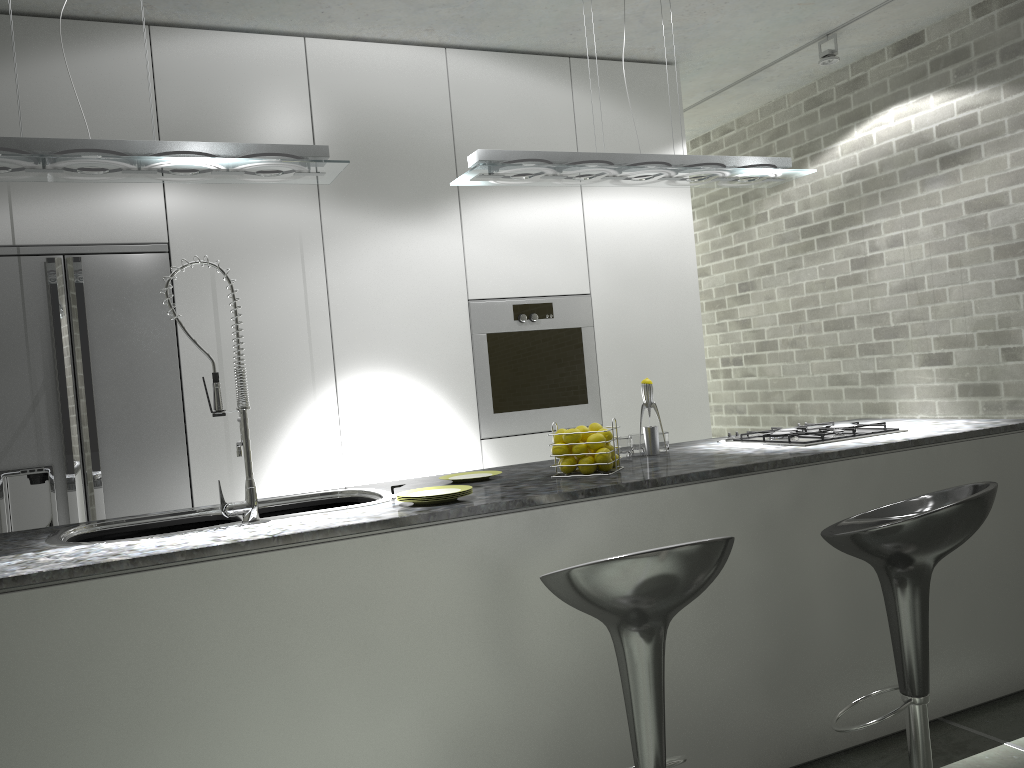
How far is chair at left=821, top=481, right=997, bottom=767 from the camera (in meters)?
2.16

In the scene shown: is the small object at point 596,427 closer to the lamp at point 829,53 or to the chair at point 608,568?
the chair at point 608,568

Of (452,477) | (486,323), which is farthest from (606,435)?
(486,323)

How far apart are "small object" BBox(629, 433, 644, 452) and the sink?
1.1m

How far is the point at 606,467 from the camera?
2.8 meters

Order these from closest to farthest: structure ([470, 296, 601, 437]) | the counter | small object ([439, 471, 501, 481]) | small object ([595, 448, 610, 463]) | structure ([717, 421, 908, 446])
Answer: the counter, small object ([595, 448, 610, 463]), small object ([439, 471, 501, 481]), structure ([717, 421, 908, 446]), structure ([470, 296, 601, 437])

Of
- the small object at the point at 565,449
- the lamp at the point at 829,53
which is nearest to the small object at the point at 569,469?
the small object at the point at 565,449

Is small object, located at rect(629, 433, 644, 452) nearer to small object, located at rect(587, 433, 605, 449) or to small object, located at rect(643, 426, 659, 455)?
small object, located at rect(643, 426, 659, 455)

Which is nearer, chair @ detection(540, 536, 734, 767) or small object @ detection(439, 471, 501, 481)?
chair @ detection(540, 536, 734, 767)

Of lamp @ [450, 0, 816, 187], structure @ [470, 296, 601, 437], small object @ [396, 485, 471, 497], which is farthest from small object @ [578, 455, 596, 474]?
structure @ [470, 296, 601, 437]
